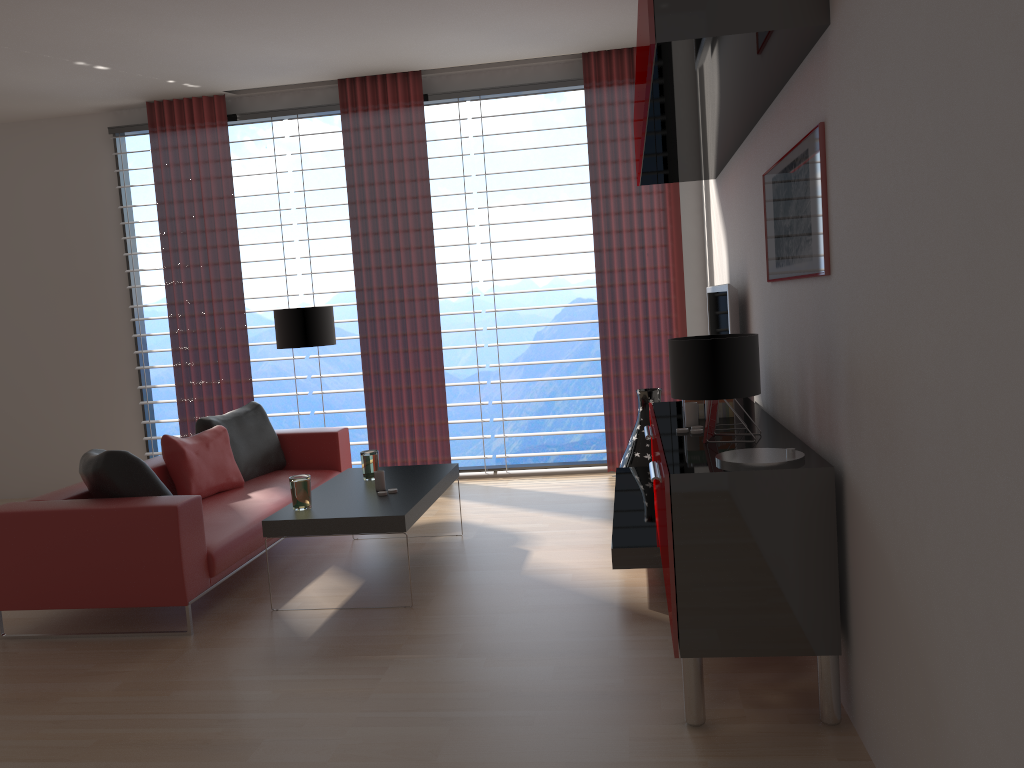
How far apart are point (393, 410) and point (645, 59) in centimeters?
595cm

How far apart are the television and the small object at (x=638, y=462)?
1.04m

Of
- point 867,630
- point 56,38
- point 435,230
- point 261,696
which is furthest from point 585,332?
point 867,630

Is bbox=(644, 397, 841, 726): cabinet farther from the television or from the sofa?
Result: the sofa

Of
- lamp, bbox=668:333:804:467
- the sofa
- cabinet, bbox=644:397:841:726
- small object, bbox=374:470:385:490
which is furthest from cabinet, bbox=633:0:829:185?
the sofa

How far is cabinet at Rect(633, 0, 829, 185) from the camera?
3.35m

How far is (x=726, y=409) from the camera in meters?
5.1 m

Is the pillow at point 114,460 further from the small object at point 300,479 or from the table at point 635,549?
the table at point 635,549

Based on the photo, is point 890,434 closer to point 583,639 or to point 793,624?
point 793,624

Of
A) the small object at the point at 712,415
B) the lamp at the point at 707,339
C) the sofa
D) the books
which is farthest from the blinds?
the lamp at the point at 707,339
